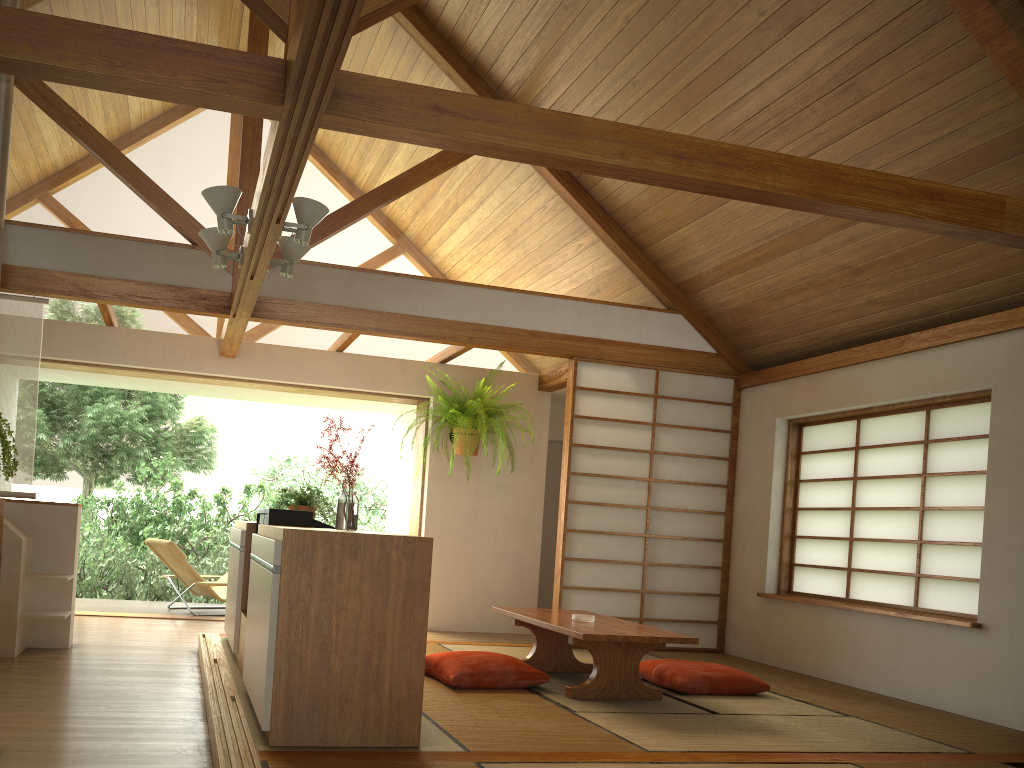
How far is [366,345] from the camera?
6.9 meters

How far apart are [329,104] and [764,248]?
3.63m

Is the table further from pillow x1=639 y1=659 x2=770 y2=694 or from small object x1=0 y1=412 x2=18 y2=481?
small object x1=0 y1=412 x2=18 y2=481

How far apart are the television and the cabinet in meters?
0.1

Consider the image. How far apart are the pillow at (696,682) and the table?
0.2 meters

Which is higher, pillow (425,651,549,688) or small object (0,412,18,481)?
small object (0,412,18,481)

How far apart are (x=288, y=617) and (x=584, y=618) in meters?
2.1 m

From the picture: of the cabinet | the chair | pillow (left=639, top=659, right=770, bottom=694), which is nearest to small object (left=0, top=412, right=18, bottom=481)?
the cabinet

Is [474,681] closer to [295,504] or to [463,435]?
[295,504]

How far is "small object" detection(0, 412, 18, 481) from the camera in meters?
2.4
